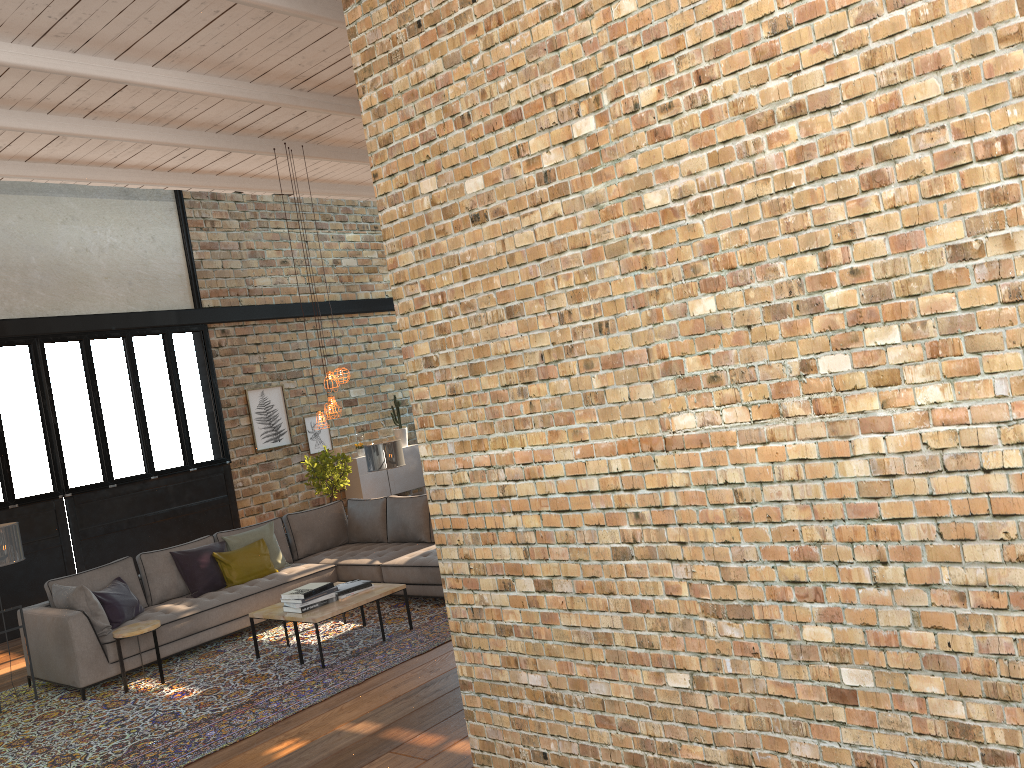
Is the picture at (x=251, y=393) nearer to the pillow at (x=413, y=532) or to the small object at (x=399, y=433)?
the small object at (x=399, y=433)

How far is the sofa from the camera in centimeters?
685cm

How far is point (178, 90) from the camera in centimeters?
626cm

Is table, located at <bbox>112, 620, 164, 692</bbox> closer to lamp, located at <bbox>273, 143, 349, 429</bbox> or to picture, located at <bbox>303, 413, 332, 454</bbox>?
lamp, located at <bbox>273, 143, 349, 429</bbox>

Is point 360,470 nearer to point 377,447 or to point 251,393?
point 251,393

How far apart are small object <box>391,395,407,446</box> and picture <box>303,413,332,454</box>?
1.2m

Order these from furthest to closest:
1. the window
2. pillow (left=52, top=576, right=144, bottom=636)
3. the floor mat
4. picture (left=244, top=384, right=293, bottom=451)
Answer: picture (left=244, top=384, right=293, bottom=451) → the window → pillow (left=52, top=576, right=144, bottom=636) → the floor mat

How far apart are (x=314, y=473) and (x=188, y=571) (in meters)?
3.71

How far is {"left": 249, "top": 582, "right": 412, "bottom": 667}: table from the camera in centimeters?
664cm

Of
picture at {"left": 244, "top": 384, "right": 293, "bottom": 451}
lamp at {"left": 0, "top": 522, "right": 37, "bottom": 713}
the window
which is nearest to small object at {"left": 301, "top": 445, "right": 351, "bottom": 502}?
picture at {"left": 244, "top": 384, "right": 293, "bottom": 451}
